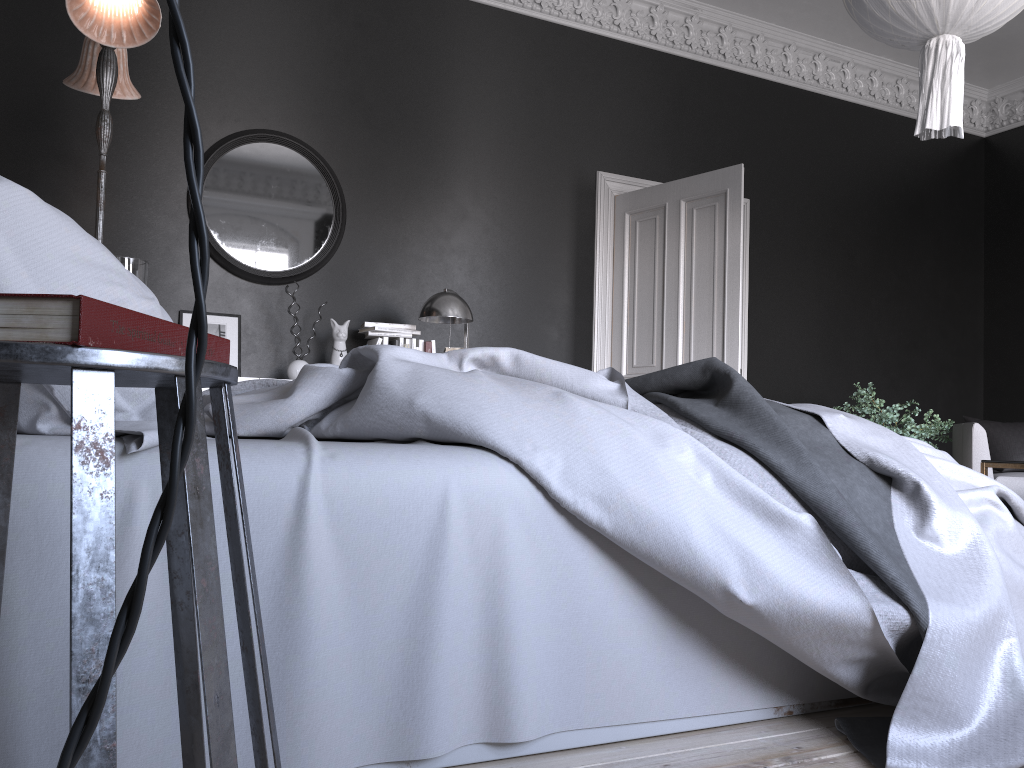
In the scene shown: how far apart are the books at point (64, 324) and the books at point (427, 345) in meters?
4.2 m

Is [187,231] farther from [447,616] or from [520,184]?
[447,616]

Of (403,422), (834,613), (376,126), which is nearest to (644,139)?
(376,126)

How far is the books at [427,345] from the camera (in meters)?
5.34

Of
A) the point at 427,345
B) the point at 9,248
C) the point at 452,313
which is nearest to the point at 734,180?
the point at 452,313

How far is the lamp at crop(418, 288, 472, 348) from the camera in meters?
5.1 m

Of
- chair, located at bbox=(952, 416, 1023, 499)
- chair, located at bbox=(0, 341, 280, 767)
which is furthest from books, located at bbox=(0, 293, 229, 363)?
chair, located at bbox=(952, 416, 1023, 499)

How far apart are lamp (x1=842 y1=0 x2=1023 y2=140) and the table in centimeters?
157cm

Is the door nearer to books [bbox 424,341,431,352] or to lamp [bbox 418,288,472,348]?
lamp [bbox 418,288,472,348]

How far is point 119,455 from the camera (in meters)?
1.39
